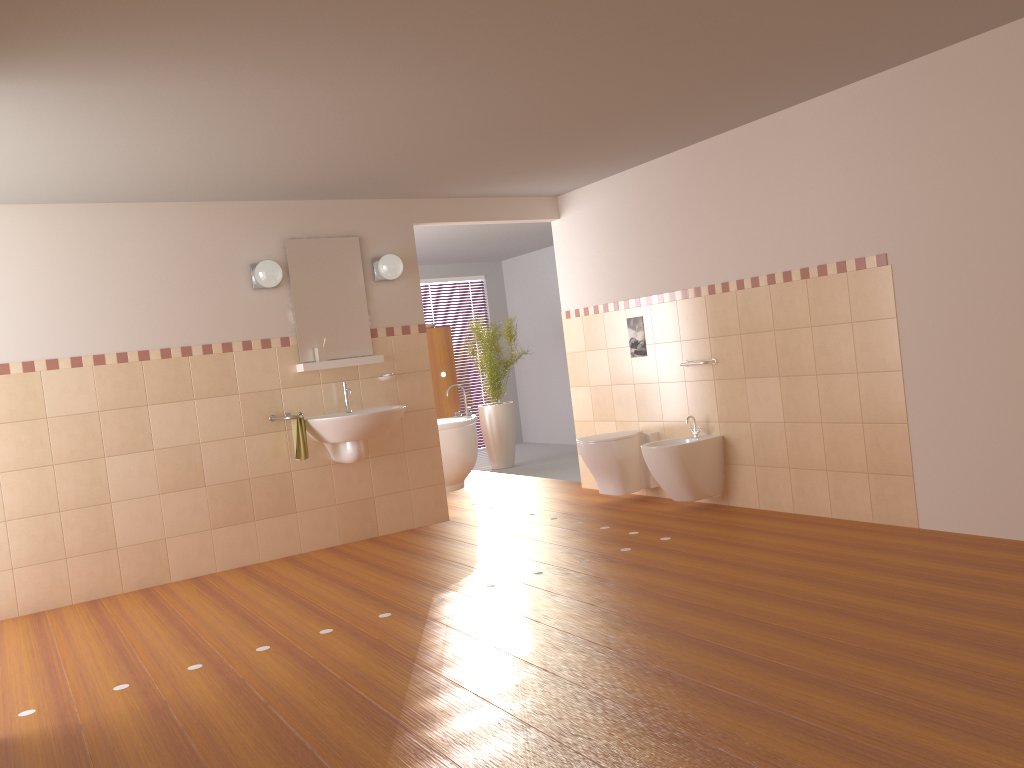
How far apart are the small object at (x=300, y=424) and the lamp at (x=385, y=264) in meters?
1.1

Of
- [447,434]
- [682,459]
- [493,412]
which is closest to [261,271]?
[447,434]

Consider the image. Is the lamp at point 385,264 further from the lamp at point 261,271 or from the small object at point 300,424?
the small object at point 300,424

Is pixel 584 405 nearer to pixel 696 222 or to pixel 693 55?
pixel 696 222

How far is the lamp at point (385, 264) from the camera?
5.87m

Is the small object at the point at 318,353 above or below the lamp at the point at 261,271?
below

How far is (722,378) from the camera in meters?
5.5

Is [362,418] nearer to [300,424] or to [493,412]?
[300,424]

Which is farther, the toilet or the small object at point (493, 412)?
the small object at point (493, 412)

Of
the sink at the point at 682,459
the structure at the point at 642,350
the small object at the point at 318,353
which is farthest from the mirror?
the sink at the point at 682,459
